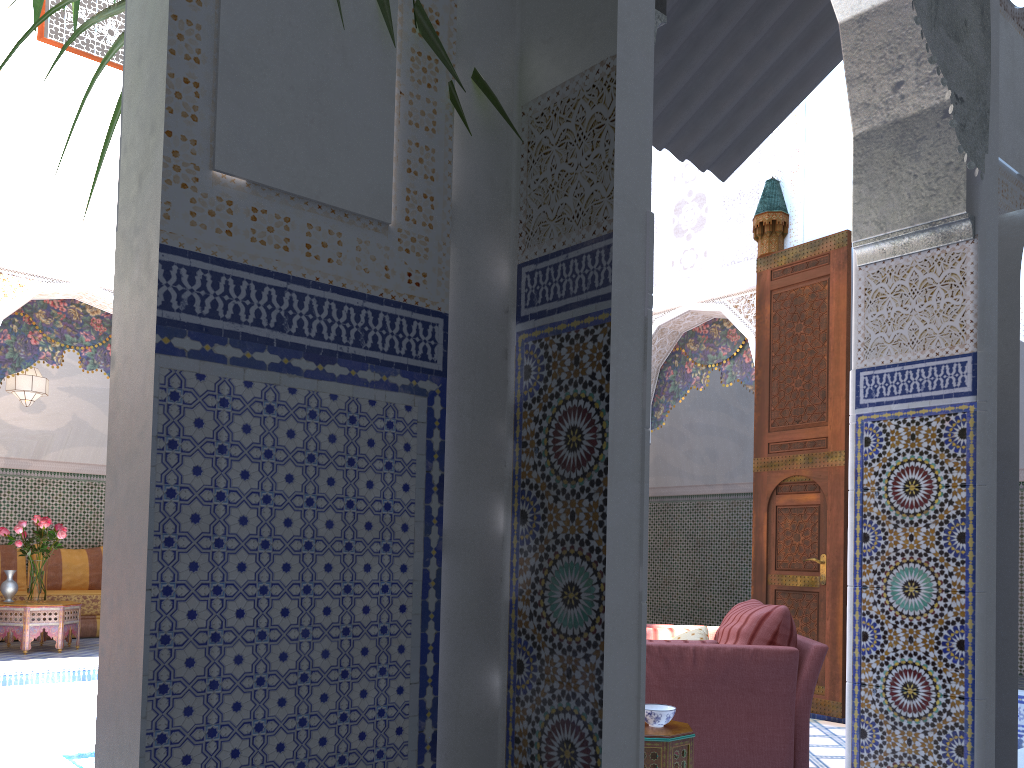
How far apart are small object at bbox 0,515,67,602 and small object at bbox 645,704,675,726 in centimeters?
468cm

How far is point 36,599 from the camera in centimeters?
582cm

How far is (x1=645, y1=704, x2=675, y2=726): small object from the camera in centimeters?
251cm

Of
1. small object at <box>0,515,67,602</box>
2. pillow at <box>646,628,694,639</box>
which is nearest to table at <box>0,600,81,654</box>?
small object at <box>0,515,67,602</box>

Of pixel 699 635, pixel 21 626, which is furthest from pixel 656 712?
pixel 21 626

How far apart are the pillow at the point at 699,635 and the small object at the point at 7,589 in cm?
465

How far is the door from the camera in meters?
4.4 m

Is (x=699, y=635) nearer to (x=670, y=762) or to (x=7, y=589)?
(x=670, y=762)

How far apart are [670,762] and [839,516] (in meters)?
2.35

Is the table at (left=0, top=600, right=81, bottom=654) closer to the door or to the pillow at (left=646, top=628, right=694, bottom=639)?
the pillow at (left=646, top=628, right=694, bottom=639)
